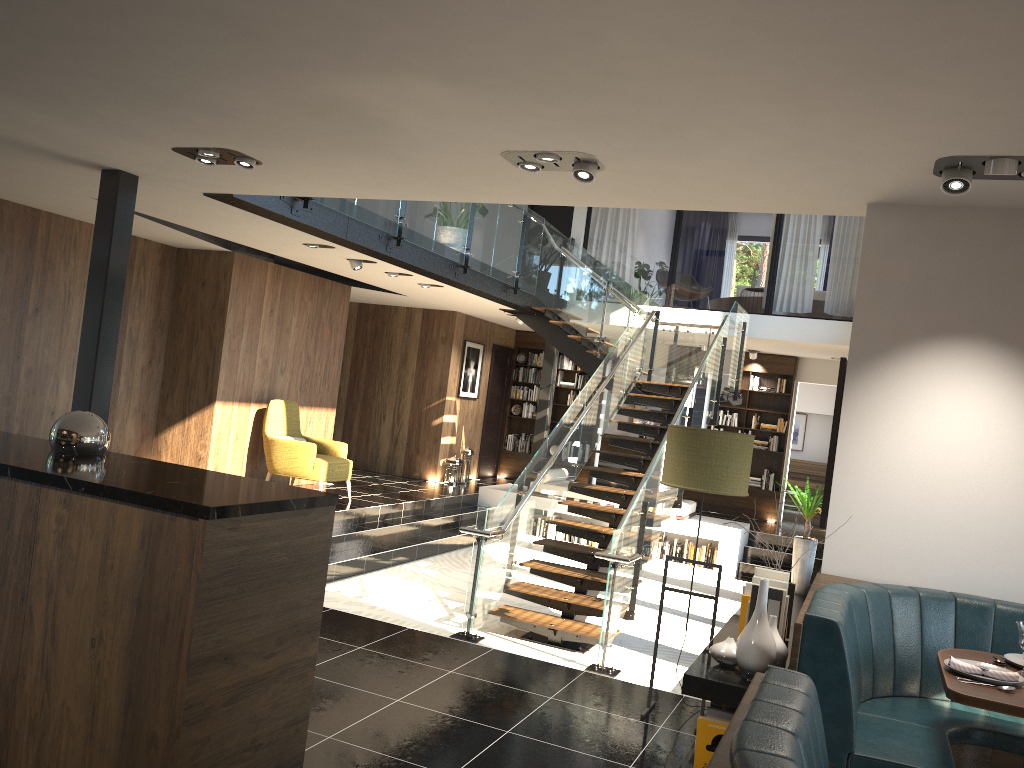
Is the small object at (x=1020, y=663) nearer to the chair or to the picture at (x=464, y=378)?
the chair

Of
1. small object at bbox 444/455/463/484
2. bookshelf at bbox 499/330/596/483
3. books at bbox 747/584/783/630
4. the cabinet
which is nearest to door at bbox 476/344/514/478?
bookshelf at bbox 499/330/596/483

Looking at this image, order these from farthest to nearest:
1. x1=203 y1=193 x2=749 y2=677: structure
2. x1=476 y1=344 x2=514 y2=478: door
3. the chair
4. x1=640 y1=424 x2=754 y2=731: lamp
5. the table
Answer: x1=476 y1=344 x2=514 y2=478: door, the chair, x1=203 y1=193 x2=749 y2=677: structure, x1=640 y1=424 x2=754 y2=731: lamp, the table

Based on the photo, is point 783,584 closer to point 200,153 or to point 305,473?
point 200,153

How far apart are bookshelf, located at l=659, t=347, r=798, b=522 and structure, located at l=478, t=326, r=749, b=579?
2.0m

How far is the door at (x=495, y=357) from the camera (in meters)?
15.51

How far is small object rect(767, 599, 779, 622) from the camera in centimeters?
376cm

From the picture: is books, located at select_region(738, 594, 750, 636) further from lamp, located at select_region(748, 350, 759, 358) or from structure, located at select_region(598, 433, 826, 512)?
structure, located at select_region(598, 433, 826, 512)

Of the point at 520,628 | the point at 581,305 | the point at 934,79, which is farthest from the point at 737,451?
the point at 581,305

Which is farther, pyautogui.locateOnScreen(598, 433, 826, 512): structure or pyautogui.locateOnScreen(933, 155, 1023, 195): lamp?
pyautogui.locateOnScreen(598, 433, 826, 512): structure
